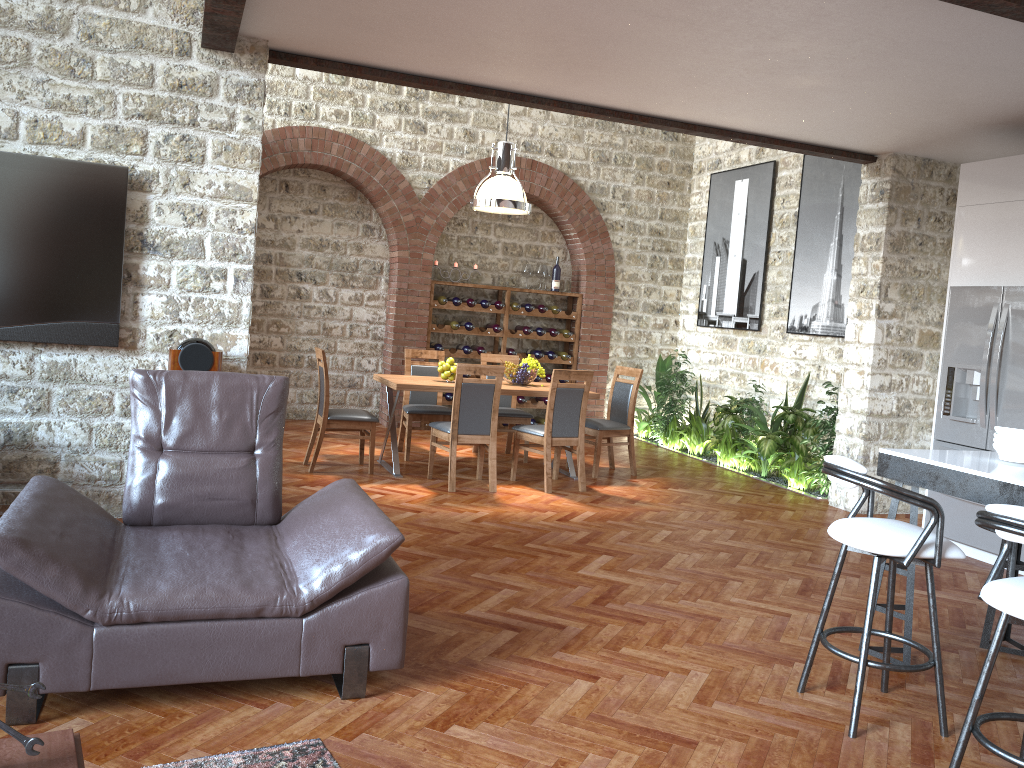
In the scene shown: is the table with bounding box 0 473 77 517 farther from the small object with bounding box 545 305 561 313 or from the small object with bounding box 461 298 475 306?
the small object with bounding box 545 305 561 313

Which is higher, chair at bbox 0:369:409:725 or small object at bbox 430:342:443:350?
small object at bbox 430:342:443:350

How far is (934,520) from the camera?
3.1 meters

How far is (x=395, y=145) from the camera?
9.8m

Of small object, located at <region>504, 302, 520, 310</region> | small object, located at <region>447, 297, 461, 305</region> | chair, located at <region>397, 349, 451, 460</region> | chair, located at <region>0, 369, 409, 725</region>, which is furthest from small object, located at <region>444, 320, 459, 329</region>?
chair, located at <region>0, 369, 409, 725</region>

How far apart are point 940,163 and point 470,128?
5.0 meters

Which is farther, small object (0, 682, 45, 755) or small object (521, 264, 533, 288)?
small object (521, 264, 533, 288)

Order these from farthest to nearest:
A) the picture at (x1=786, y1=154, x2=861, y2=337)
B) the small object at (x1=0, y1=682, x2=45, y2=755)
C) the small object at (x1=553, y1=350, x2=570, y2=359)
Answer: the small object at (x1=553, y1=350, x2=570, y2=359), the picture at (x1=786, y1=154, x2=861, y2=337), the small object at (x1=0, y1=682, x2=45, y2=755)

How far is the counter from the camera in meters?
3.4 m

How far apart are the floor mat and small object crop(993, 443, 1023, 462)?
2.98m
